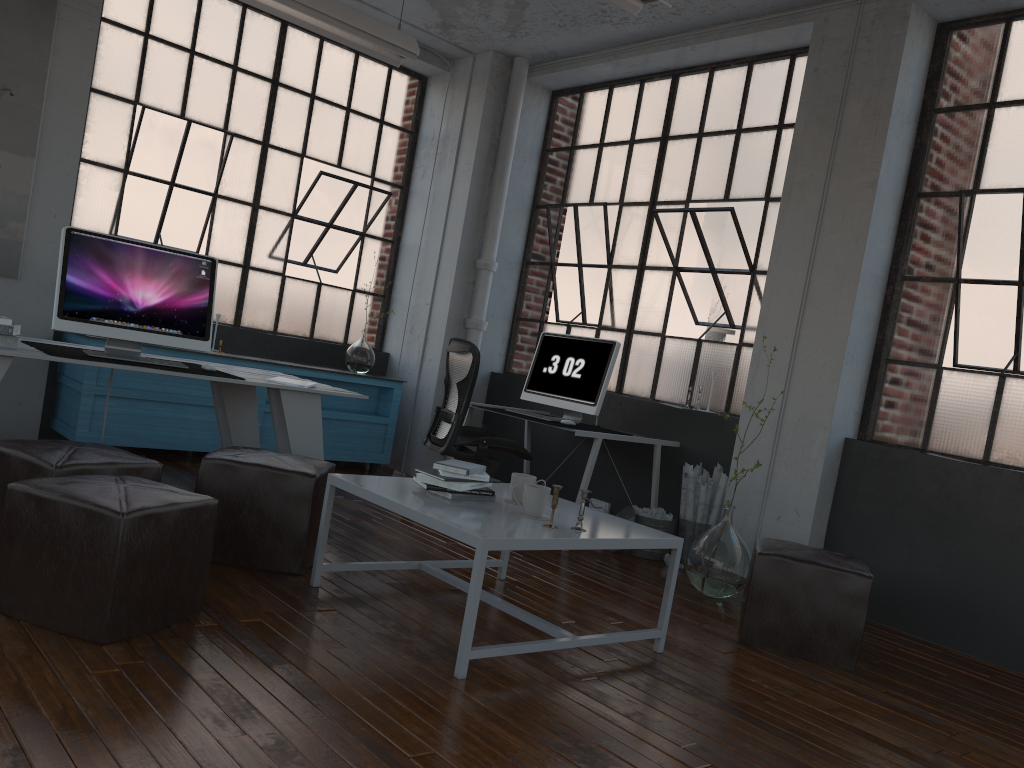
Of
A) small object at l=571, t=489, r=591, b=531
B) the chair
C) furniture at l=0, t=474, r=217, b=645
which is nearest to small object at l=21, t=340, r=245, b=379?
furniture at l=0, t=474, r=217, b=645

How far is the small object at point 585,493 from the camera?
3.1 meters

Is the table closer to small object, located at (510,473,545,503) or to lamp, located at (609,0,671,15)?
small object, located at (510,473,545,503)

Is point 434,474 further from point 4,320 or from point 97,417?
point 97,417

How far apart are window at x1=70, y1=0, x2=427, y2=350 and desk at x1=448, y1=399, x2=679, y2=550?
1.7 meters

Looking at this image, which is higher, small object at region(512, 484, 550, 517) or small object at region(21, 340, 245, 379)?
small object at region(21, 340, 245, 379)

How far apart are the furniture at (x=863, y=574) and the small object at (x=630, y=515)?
1.3 meters

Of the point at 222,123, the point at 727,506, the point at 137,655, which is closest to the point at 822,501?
the point at 727,506

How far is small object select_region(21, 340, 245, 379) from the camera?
3.8 meters

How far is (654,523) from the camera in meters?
5.1
